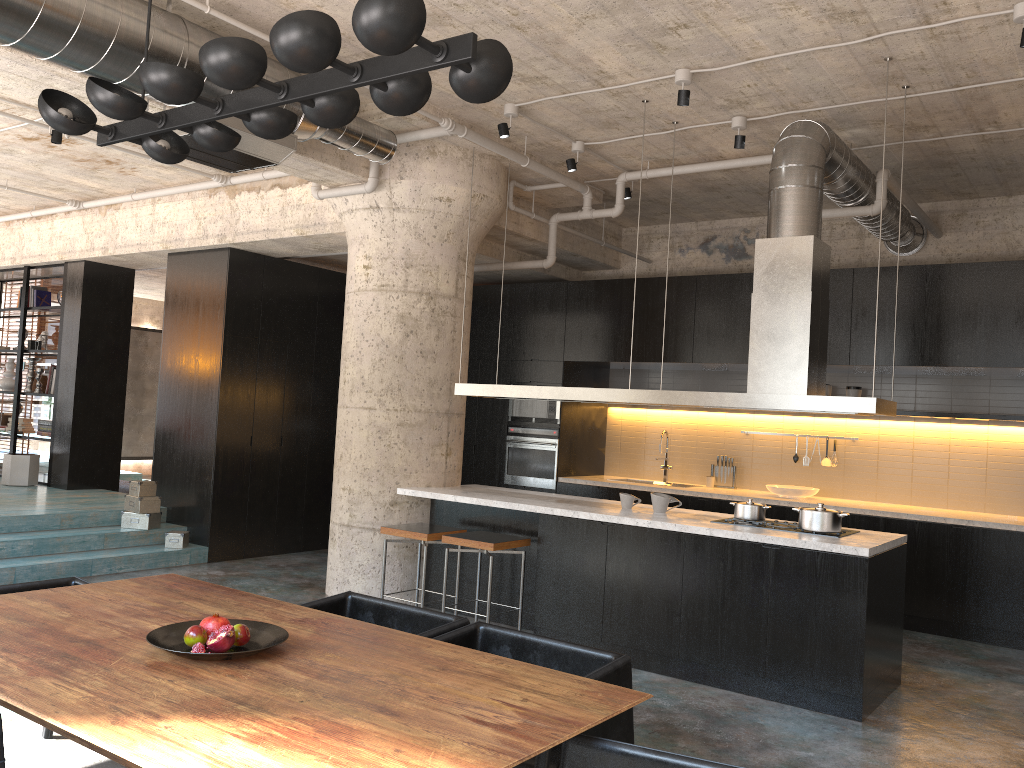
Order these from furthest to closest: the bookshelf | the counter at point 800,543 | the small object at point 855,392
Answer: the bookshelf, the small object at point 855,392, the counter at point 800,543

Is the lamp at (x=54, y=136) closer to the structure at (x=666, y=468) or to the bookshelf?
the bookshelf

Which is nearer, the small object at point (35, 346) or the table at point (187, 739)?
the table at point (187, 739)

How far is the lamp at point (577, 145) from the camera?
7.1 meters

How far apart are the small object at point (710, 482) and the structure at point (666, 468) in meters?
0.5

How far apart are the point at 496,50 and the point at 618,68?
3.4m

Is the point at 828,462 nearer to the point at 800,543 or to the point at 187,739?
the point at 800,543

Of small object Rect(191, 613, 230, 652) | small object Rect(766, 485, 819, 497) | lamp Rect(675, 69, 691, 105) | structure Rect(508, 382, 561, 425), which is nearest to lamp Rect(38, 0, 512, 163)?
small object Rect(191, 613, 230, 652)

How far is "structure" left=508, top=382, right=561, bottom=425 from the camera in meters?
9.4

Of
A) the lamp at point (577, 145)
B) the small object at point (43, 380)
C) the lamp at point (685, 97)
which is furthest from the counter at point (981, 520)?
the small object at point (43, 380)
